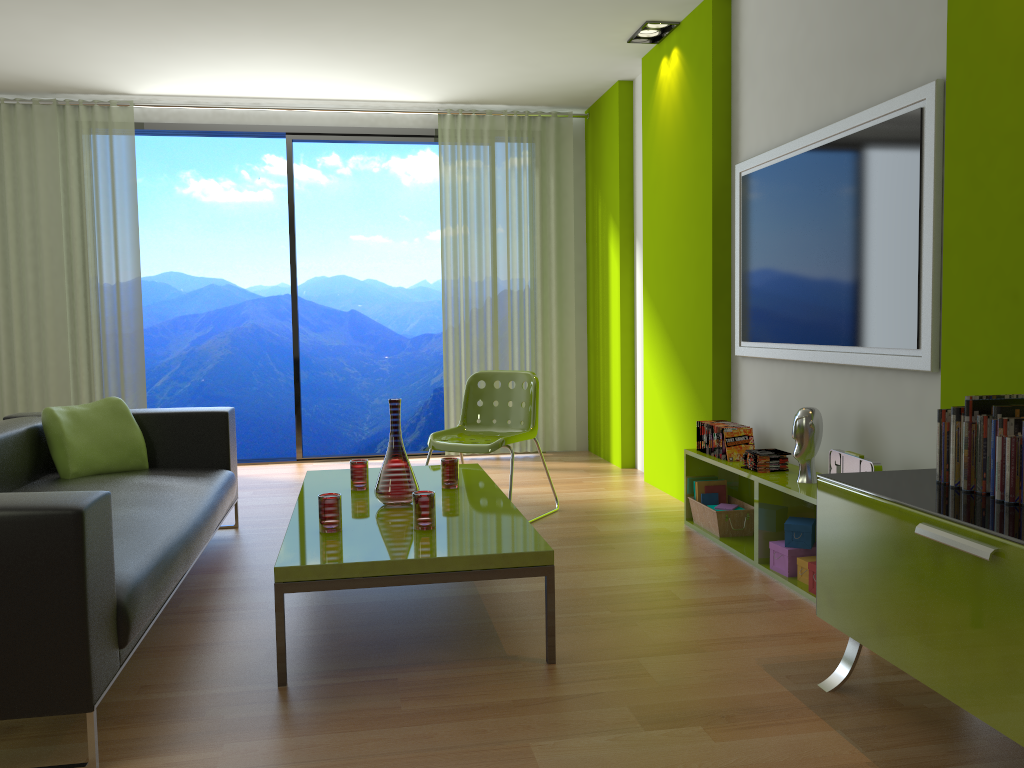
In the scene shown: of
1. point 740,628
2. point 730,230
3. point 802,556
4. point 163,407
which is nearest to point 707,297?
point 730,230

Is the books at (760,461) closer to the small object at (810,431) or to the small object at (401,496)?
the small object at (810,431)

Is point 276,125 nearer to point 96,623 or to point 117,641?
point 117,641

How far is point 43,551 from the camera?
2.0m

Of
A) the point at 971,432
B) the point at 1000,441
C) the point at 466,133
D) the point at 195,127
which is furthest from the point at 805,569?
the point at 195,127

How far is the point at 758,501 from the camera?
3.6m

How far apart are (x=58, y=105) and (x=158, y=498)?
4.0 meters

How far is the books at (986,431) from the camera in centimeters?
218cm

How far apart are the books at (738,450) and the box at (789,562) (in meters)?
0.57

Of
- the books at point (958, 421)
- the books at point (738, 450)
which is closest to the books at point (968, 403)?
the books at point (958, 421)
